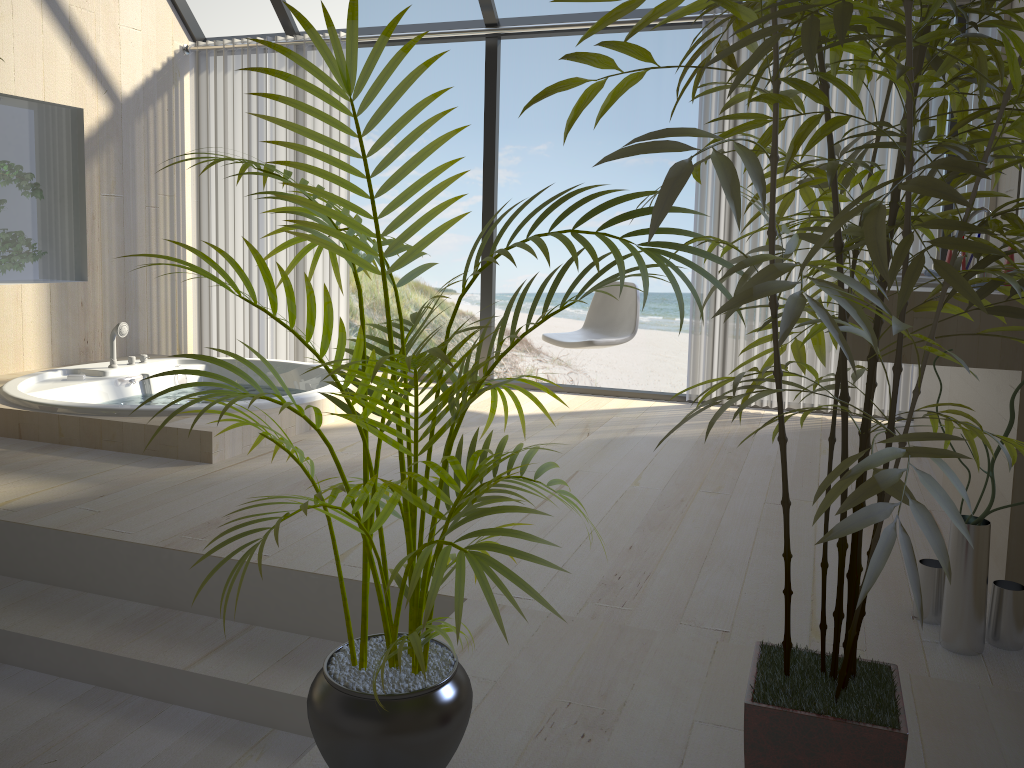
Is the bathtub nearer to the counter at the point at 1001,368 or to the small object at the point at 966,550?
the counter at the point at 1001,368

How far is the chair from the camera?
4.44m

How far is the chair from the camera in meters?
4.4 m

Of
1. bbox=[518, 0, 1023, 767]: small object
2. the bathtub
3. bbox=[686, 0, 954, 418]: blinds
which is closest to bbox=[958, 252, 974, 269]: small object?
bbox=[686, 0, 954, 418]: blinds

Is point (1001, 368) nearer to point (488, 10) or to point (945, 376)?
point (945, 376)

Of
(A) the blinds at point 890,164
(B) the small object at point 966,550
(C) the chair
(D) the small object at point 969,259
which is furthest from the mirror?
(B) the small object at point 966,550

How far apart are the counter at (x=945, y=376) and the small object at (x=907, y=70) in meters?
2.1

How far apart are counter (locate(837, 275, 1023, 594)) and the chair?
1.7m

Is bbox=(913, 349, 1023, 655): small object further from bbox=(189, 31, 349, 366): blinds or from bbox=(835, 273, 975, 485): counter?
bbox=(189, 31, 349, 366): blinds

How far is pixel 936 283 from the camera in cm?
235
